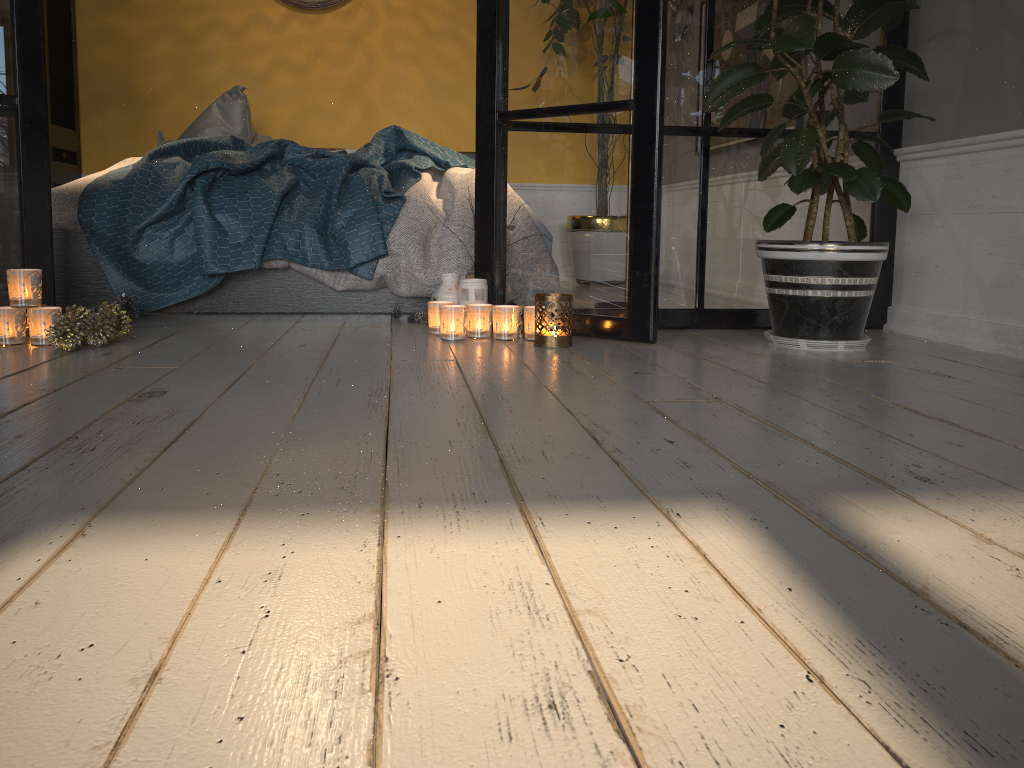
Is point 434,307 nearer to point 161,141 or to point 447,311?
point 447,311

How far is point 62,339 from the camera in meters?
2.2

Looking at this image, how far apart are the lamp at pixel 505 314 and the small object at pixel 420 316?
0.47m

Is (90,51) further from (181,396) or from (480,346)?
(181,396)

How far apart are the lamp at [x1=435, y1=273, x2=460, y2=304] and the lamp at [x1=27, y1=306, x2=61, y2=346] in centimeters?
104cm

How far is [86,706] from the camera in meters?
0.6 m

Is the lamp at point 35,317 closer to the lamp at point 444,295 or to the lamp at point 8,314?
the lamp at point 8,314

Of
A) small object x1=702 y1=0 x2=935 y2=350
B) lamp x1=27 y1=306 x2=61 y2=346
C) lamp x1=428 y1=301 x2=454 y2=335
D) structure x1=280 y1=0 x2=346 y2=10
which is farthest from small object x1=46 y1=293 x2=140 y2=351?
structure x1=280 y1=0 x2=346 y2=10

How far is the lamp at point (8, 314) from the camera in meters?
2.2 m

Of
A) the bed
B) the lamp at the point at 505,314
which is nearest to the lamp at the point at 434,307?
the lamp at the point at 505,314
